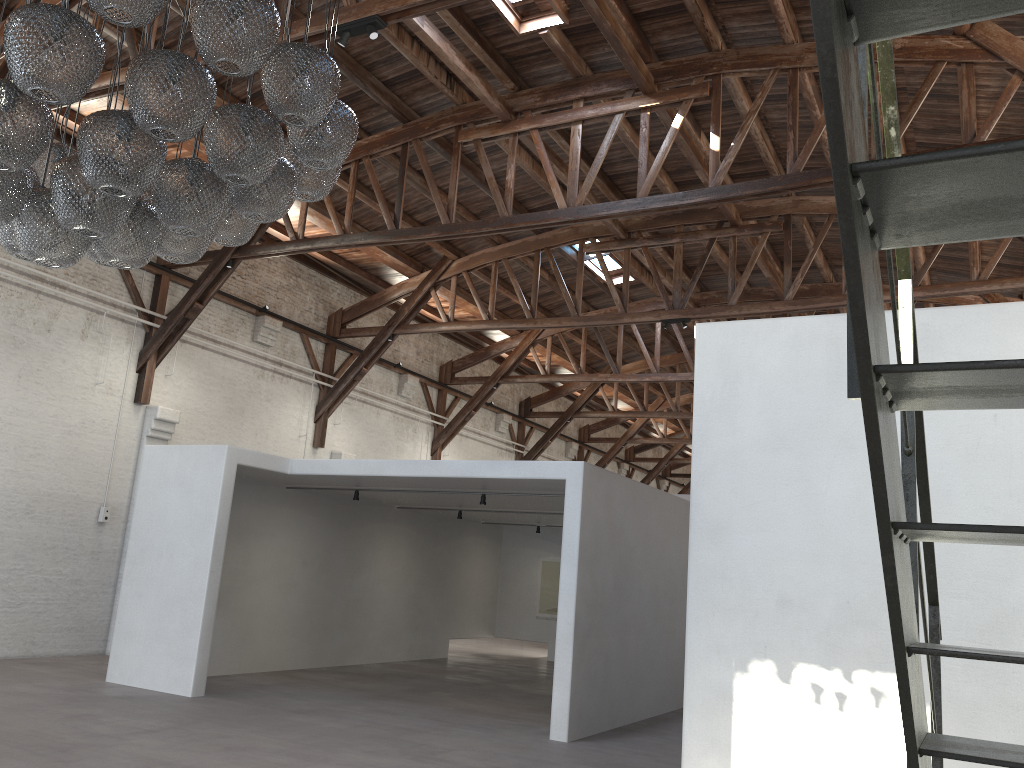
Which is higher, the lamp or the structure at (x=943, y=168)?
the lamp

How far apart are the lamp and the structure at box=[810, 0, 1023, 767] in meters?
2.6 m

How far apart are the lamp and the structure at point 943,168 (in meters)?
2.57

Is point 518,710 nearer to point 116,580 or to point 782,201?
point 116,580

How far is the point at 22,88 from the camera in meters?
3.4

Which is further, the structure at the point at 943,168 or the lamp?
the lamp

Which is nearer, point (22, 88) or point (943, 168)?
point (943, 168)

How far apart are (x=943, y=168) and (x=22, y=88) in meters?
3.5

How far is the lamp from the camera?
3.43m

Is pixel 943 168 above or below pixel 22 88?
below
